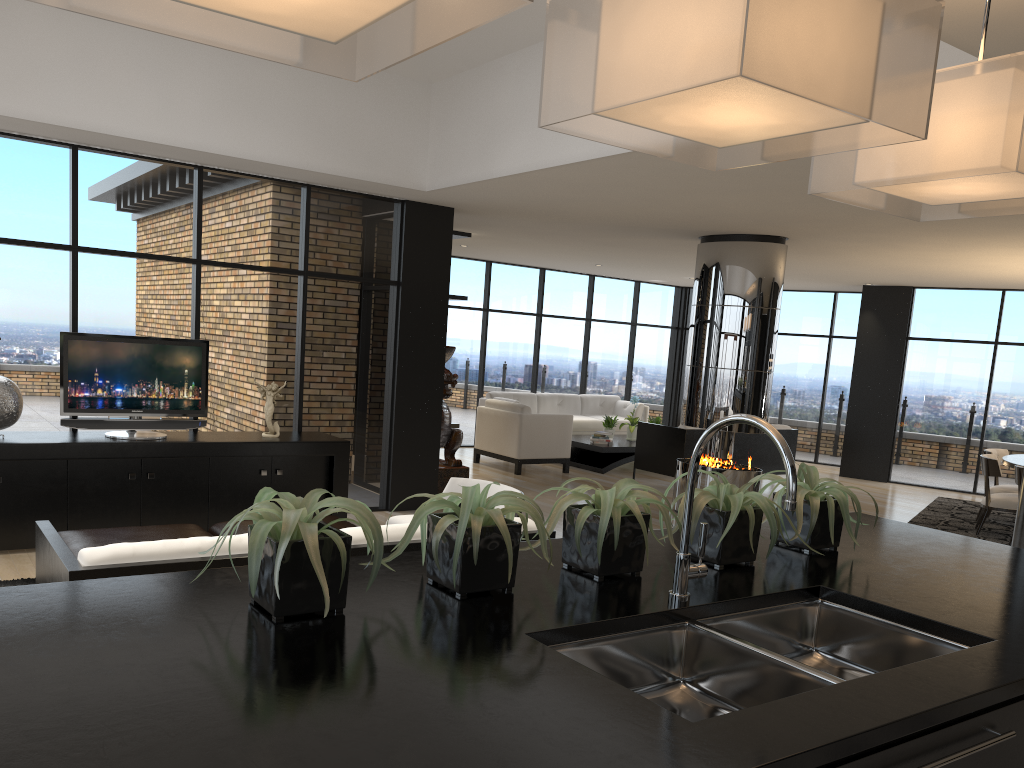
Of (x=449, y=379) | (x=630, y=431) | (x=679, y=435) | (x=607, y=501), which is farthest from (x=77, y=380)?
(x=630, y=431)

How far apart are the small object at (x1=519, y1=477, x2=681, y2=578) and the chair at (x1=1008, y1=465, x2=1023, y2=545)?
7.2m

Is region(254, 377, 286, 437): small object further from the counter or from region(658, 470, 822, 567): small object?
region(658, 470, 822, 567): small object

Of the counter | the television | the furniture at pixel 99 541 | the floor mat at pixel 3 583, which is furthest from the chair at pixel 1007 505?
the floor mat at pixel 3 583

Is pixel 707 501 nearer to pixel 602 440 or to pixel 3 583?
pixel 3 583

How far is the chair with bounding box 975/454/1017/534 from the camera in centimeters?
855cm

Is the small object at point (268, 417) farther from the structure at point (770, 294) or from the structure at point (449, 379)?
the structure at point (770, 294)

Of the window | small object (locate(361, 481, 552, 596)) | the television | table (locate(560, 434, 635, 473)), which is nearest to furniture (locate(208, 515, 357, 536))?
the television

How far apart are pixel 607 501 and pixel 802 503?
0.7m

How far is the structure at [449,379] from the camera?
8.8m
